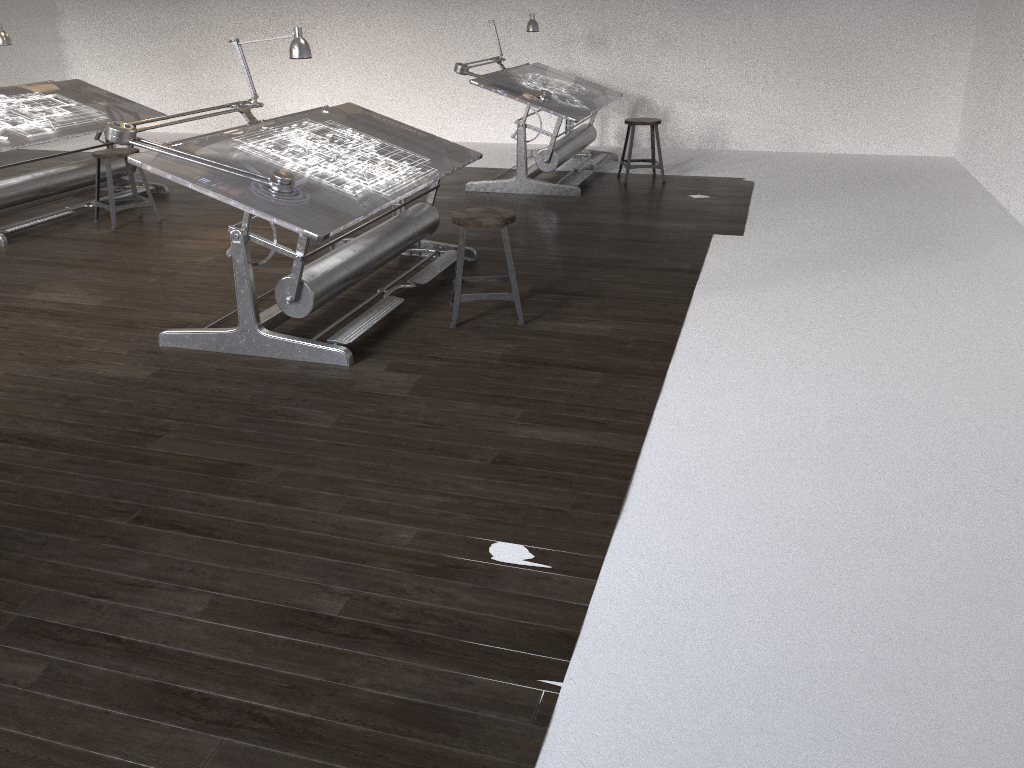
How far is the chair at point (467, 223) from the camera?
4.2 meters

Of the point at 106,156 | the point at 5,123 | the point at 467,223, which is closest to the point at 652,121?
the point at 467,223

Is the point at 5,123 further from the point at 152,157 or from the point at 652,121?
the point at 652,121

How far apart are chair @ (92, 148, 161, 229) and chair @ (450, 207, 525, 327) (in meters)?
3.06

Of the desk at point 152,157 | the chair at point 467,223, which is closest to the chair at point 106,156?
the desk at point 152,157

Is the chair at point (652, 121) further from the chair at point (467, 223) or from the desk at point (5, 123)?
the desk at point (5, 123)

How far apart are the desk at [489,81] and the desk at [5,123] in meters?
2.5 m

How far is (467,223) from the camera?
4.16m

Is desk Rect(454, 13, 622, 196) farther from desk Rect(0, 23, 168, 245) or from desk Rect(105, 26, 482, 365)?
desk Rect(0, 23, 168, 245)

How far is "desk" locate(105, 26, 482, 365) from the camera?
3.7 meters
